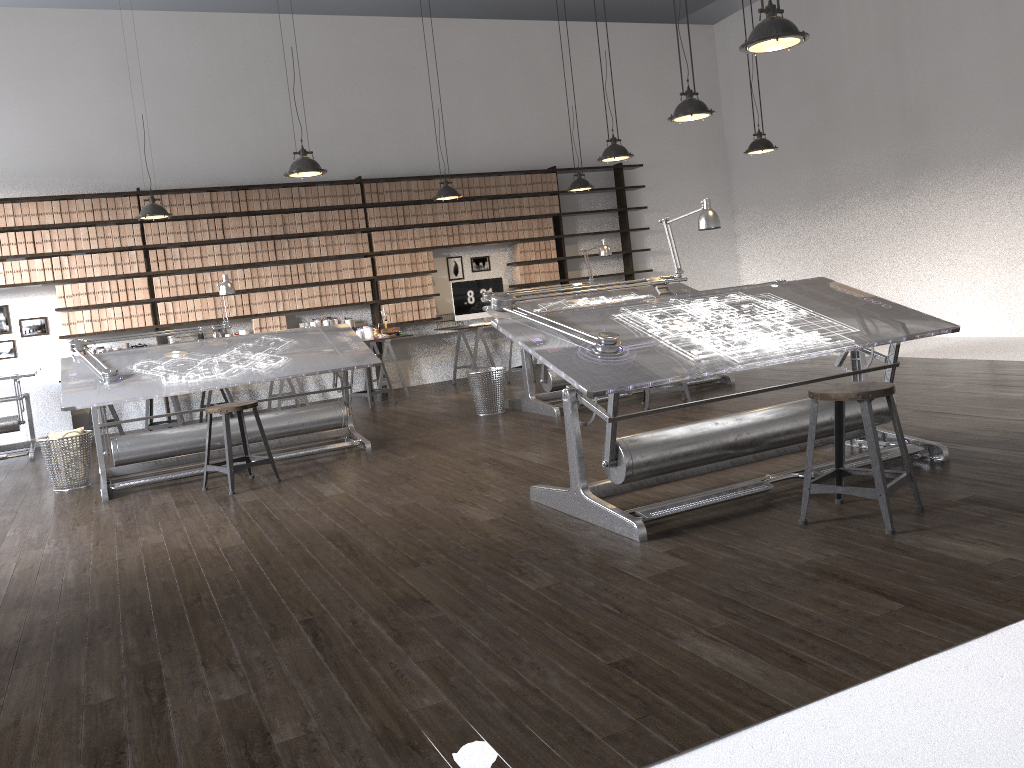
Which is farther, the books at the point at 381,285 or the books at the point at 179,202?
the books at the point at 381,285

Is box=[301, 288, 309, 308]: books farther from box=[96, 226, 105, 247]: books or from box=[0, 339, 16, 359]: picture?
box=[0, 339, 16, 359]: picture

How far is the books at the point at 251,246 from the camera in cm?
937

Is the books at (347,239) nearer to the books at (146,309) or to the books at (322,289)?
the books at (322,289)

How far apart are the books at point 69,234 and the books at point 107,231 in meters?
0.3

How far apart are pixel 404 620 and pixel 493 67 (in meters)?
9.02

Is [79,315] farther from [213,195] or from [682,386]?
[682,386]

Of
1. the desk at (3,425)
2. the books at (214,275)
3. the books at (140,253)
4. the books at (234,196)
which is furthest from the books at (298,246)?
the desk at (3,425)

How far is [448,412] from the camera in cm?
795

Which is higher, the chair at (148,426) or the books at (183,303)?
the books at (183,303)
